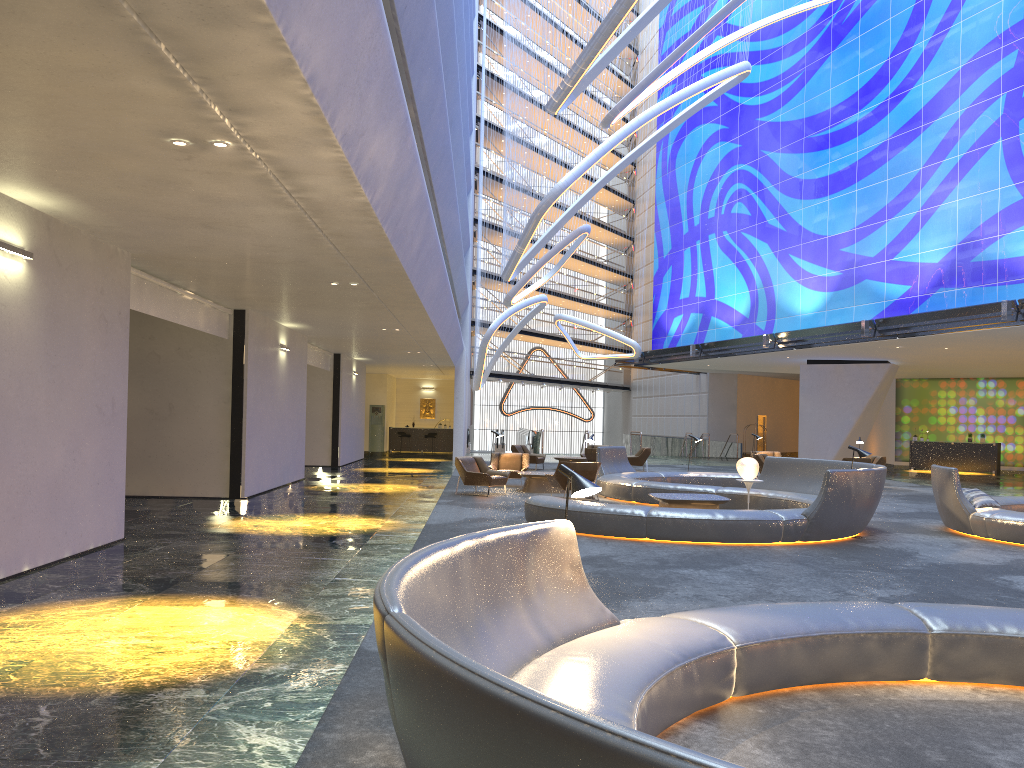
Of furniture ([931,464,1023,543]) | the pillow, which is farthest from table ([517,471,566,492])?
the pillow

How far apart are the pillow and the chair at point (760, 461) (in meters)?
10.71

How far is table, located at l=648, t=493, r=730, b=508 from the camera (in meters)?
13.40

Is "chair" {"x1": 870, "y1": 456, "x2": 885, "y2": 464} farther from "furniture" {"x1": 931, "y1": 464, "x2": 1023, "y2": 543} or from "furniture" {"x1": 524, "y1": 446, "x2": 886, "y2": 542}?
"furniture" {"x1": 931, "y1": 464, "x2": 1023, "y2": 543}

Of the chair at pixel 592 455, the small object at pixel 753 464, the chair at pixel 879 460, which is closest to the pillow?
the small object at pixel 753 464

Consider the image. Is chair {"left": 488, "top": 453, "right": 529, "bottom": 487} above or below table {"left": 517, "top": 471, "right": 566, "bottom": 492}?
above

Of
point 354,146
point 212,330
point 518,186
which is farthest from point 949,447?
point 354,146

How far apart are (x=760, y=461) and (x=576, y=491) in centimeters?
1981cm

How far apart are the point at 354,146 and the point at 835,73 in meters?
28.4

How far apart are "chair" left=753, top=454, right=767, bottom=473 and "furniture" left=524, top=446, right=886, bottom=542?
3.9m
